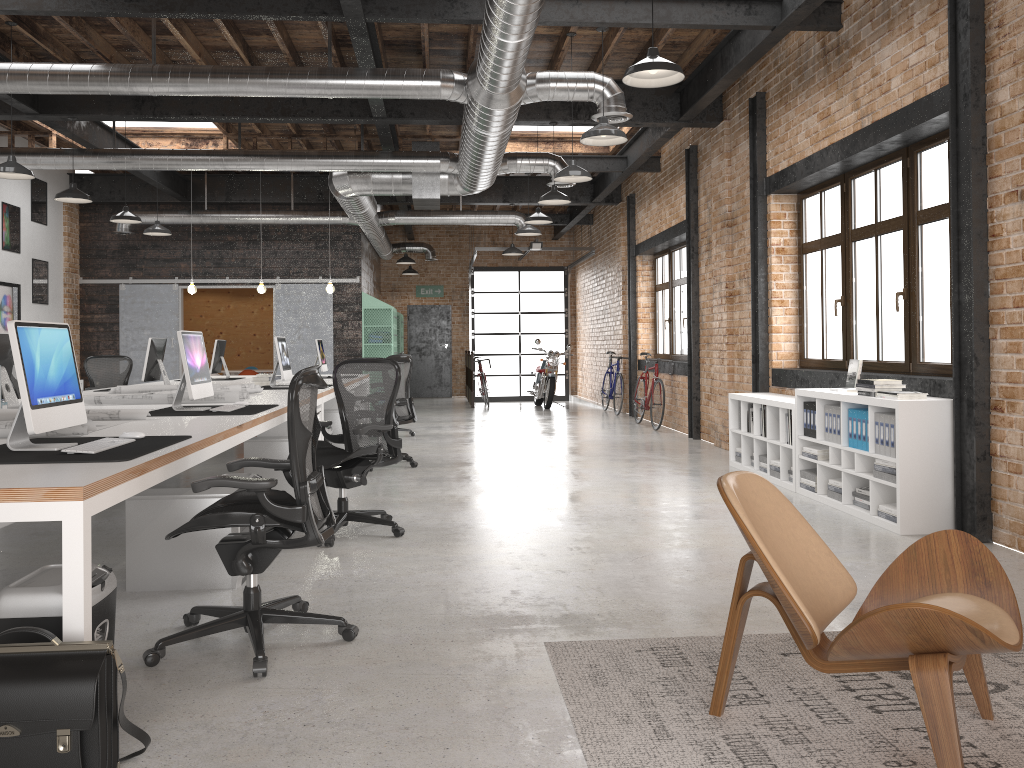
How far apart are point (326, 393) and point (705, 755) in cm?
584

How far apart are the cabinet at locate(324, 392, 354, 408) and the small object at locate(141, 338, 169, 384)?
1.98m

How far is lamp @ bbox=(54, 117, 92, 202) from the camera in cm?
894

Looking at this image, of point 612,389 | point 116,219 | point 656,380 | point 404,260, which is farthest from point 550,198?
point 404,260

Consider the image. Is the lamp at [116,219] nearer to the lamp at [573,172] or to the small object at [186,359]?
the lamp at [573,172]

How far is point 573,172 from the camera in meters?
8.0 m

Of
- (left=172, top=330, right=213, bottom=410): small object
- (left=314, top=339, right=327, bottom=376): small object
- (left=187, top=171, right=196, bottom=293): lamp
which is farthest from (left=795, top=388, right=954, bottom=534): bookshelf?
(left=187, top=171, right=196, bottom=293): lamp

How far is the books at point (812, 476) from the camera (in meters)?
6.59

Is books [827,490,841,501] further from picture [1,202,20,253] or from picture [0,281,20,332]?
picture [1,202,20,253]

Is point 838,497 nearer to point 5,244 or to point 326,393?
point 326,393
